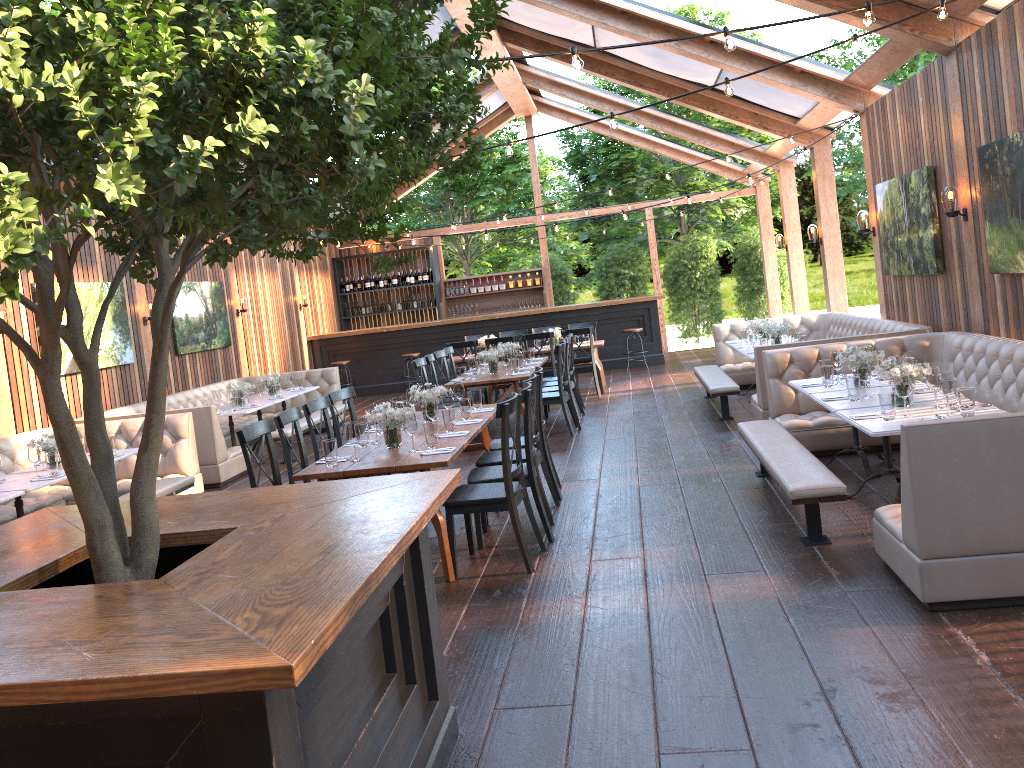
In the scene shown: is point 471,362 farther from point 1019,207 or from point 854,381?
point 1019,207

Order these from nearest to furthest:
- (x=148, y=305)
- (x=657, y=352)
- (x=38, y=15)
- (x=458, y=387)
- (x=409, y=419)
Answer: (x=38, y=15) → (x=409, y=419) → (x=458, y=387) → (x=148, y=305) → (x=657, y=352)

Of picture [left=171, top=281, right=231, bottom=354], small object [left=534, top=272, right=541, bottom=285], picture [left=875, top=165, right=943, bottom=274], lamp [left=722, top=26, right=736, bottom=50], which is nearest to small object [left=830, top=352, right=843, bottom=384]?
picture [left=875, top=165, right=943, bottom=274]

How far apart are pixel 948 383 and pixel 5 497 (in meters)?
6.14

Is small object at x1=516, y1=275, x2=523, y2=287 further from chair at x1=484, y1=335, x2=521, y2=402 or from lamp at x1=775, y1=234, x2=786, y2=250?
chair at x1=484, y1=335, x2=521, y2=402

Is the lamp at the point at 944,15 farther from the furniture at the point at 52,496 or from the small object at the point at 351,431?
the furniture at the point at 52,496

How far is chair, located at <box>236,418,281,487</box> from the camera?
5.46m

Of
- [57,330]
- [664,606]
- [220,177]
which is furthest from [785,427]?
[57,330]

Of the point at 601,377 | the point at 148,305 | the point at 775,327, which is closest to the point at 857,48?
the point at 775,327

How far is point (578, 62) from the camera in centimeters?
396cm
